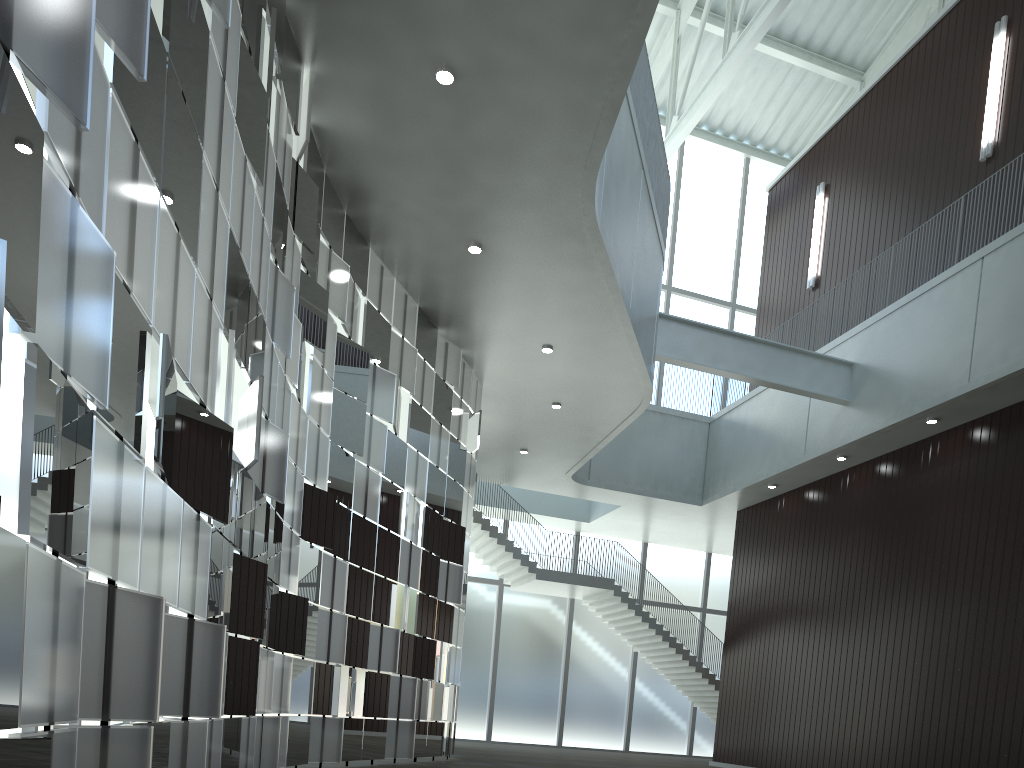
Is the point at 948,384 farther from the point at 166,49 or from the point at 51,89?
the point at 51,89
